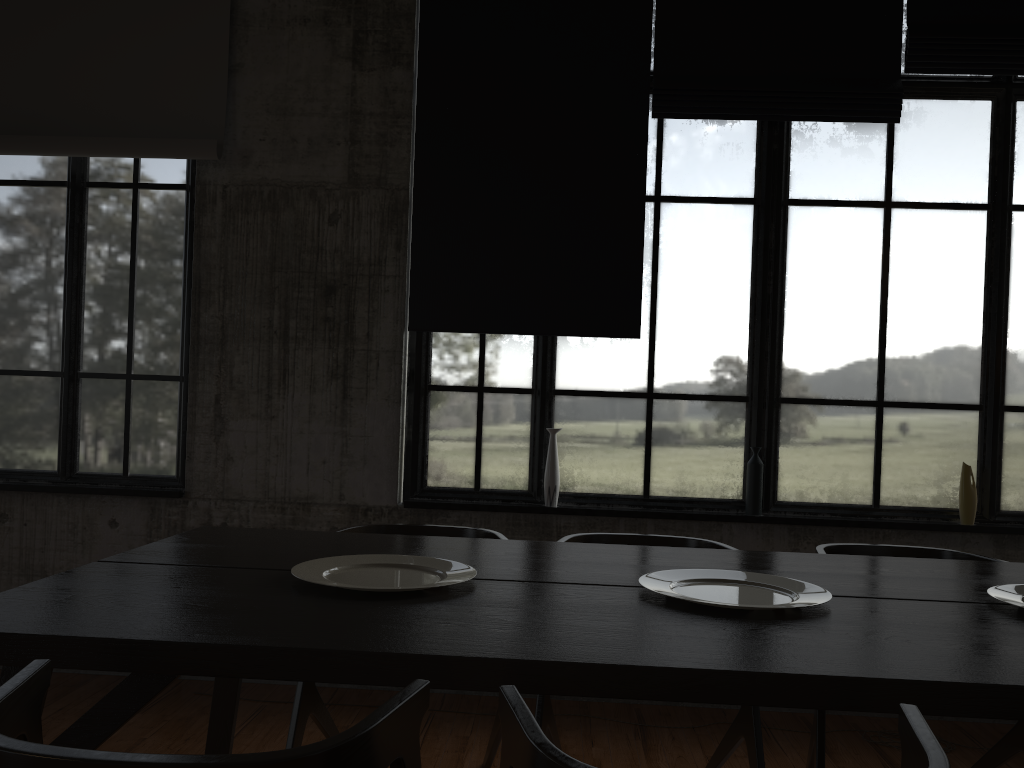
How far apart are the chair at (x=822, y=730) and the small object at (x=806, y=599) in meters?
0.9 m

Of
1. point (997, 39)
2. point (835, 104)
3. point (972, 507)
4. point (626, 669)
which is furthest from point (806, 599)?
point (997, 39)

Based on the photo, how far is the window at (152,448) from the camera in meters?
4.8 m

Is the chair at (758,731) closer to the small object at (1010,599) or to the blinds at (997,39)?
the small object at (1010,599)

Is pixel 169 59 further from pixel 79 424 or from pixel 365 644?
pixel 365 644

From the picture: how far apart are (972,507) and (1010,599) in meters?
2.2 m

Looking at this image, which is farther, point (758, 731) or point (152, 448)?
point (152, 448)

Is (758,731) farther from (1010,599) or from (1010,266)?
(1010,266)

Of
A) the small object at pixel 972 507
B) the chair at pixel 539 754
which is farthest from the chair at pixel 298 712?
the small object at pixel 972 507

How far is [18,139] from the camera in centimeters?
462cm
